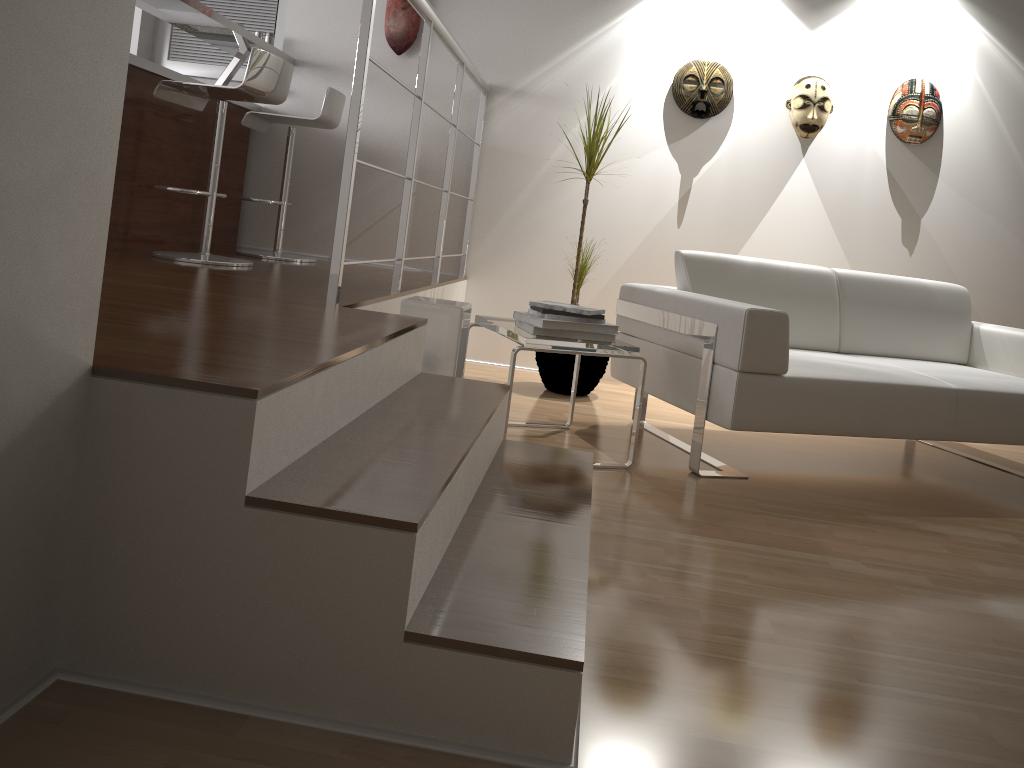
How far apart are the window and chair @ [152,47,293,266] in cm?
137

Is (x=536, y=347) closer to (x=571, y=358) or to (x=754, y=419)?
(x=754, y=419)

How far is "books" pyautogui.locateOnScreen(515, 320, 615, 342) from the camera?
2.8m

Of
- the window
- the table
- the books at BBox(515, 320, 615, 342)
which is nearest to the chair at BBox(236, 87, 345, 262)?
the window

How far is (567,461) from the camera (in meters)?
2.31

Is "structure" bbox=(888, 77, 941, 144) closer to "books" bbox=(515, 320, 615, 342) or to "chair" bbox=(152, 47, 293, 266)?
"books" bbox=(515, 320, 615, 342)

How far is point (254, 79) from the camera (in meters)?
3.24

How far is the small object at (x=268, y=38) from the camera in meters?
4.6

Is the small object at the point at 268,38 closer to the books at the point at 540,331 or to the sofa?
the sofa

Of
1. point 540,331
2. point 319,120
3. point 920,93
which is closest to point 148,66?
point 319,120
